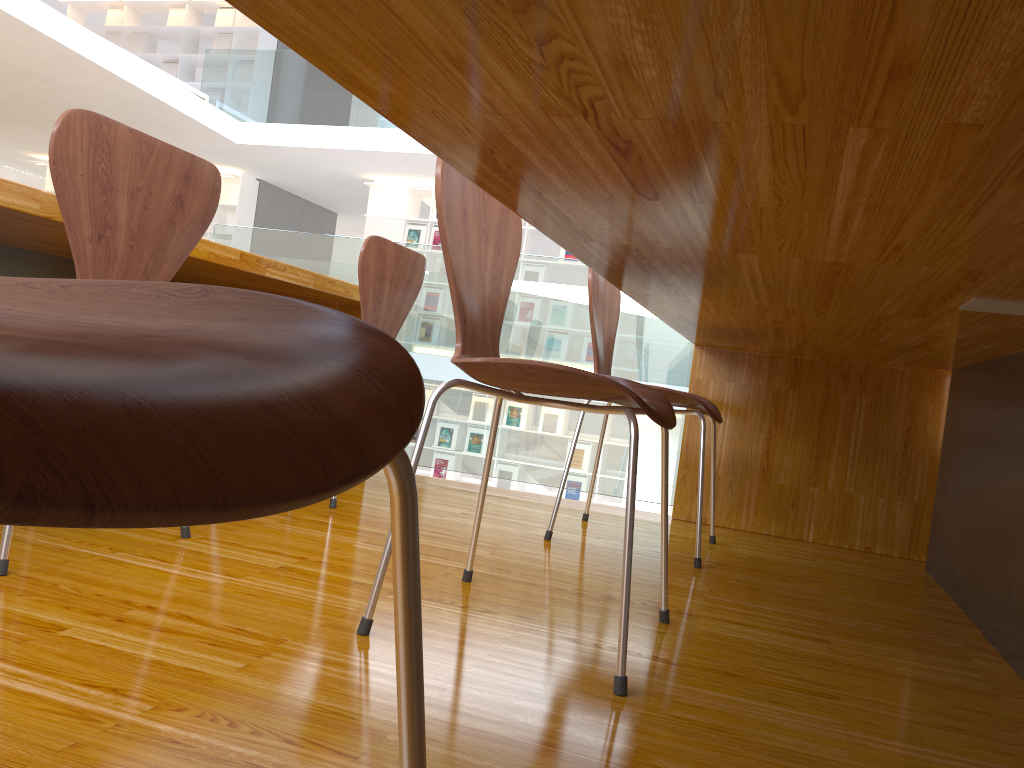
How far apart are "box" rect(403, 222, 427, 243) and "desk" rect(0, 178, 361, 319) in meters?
6.6

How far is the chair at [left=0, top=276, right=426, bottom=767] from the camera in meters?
0.2 m

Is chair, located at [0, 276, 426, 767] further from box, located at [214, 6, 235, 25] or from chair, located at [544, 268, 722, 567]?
box, located at [214, 6, 235, 25]

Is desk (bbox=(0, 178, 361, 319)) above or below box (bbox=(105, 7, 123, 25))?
below

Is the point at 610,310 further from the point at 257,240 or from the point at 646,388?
the point at 257,240

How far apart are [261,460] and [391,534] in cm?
16

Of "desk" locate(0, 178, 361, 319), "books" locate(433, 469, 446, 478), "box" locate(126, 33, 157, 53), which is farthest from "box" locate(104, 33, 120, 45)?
"desk" locate(0, 178, 361, 319)

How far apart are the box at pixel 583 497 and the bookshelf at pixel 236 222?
5.07m

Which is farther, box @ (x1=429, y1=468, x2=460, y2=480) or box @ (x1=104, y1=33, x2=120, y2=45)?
box @ (x1=104, y1=33, x2=120, y2=45)

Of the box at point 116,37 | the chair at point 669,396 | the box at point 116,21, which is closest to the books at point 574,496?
the chair at point 669,396
